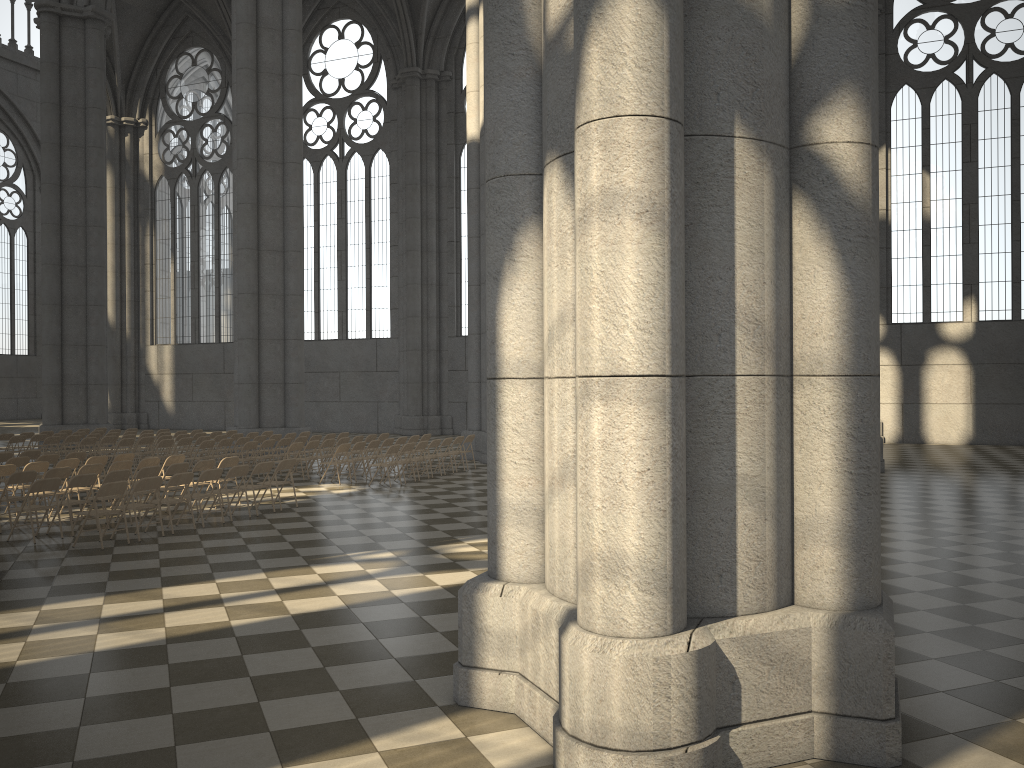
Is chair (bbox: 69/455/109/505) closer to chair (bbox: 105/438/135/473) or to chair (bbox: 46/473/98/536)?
chair (bbox: 46/473/98/536)

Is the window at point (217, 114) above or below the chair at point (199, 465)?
above

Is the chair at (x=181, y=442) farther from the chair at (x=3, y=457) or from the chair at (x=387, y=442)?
the chair at (x=387, y=442)

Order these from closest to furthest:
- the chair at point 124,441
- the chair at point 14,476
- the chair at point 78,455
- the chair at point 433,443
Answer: the chair at point 14,476, the chair at point 78,455, the chair at point 433,443, the chair at point 124,441

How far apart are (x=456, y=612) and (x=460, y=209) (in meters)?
28.33

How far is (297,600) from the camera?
8.2 meters

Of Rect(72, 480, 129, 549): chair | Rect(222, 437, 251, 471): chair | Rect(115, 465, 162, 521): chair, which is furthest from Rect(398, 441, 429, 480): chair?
Rect(72, 480, 129, 549): chair

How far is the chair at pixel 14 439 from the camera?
21.3 meters

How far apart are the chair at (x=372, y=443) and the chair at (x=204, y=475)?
6.1 meters

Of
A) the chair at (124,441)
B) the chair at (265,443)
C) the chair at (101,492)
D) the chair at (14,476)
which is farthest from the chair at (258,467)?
the chair at (124,441)
